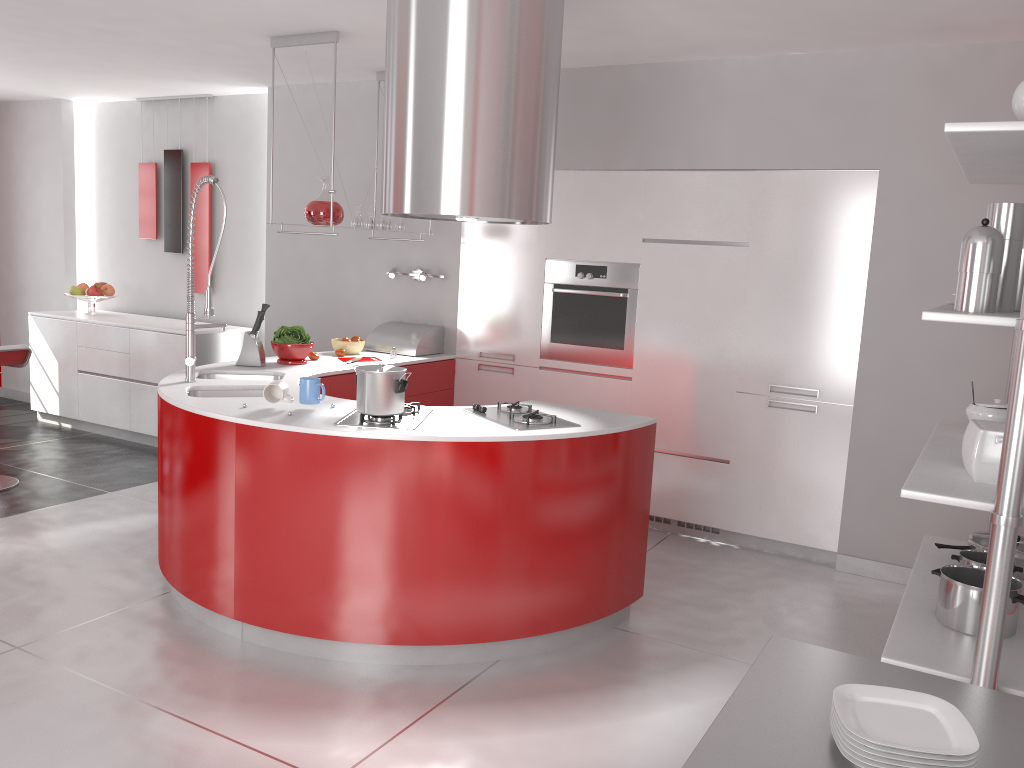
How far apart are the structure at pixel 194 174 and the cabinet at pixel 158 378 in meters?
0.3 m

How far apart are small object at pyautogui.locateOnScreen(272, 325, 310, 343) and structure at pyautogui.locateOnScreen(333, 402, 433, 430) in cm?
144

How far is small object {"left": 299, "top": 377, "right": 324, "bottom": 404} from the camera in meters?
3.5

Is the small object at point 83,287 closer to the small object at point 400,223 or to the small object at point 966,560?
the small object at point 400,223

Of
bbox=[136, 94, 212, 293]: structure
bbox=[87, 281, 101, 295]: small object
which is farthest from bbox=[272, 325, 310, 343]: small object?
Answer: bbox=[87, 281, 101, 295]: small object

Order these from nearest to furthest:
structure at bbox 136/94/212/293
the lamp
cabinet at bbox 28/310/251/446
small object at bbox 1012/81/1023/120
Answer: small object at bbox 1012/81/1023/120 < the lamp < cabinet at bbox 28/310/251/446 < structure at bbox 136/94/212/293

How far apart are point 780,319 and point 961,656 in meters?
2.3 m

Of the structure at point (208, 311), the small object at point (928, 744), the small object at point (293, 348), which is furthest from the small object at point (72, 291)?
the small object at point (928, 744)

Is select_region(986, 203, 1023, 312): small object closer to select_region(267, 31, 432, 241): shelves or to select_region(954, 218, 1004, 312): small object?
select_region(954, 218, 1004, 312): small object

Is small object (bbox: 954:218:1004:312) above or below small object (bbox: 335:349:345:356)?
above
